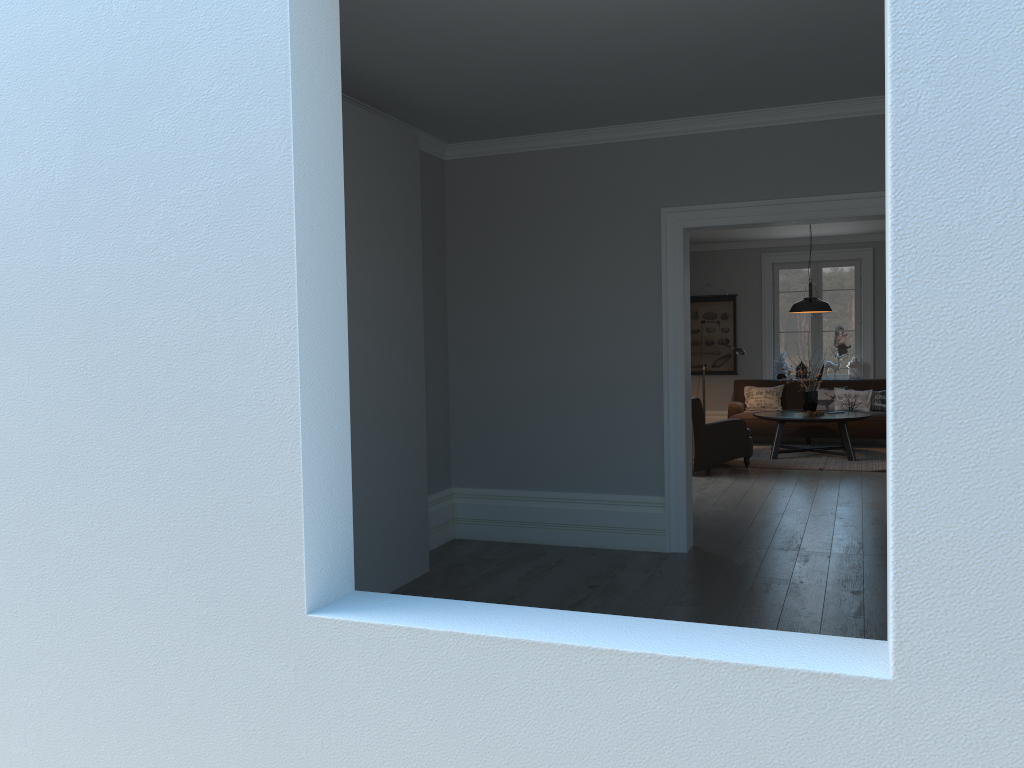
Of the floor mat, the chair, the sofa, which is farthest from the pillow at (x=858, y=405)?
the chair

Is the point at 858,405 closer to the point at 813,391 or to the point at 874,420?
the point at 874,420

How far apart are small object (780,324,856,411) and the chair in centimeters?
142cm

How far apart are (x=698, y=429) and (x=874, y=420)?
3.14m

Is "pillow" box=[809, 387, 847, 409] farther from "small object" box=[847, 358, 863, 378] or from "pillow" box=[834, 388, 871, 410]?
"small object" box=[847, 358, 863, 378]

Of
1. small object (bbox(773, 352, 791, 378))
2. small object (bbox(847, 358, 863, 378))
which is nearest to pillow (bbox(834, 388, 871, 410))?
small object (bbox(847, 358, 863, 378))

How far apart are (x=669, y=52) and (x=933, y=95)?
3.01m

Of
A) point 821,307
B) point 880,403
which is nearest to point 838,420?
point 821,307

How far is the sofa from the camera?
10.7m

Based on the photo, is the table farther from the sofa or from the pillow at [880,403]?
the pillow at [880,403]
